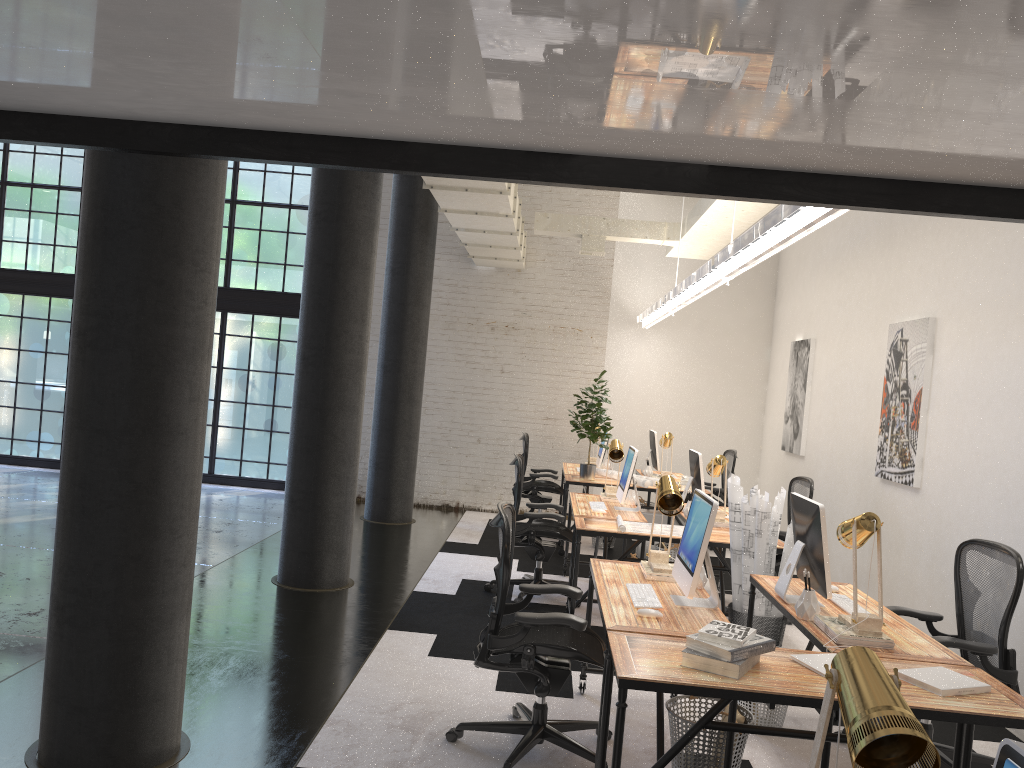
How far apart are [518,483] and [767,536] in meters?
2.0 m

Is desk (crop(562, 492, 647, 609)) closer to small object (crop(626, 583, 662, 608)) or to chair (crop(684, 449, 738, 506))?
small object (crop(626, 583, 662, 608))

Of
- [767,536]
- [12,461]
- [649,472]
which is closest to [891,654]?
[767,536]

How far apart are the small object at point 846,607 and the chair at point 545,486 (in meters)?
5.12

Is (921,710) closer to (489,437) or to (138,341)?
(138,341)

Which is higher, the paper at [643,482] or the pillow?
the paper at [643,482]

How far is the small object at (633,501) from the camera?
7.1m

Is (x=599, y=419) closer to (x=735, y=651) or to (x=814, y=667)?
(x=814, y=667)

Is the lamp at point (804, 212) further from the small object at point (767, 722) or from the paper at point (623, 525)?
the small object at point (767, 722)

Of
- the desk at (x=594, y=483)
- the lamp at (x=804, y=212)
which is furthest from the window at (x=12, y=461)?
the lamp at (x=804, y=212)
